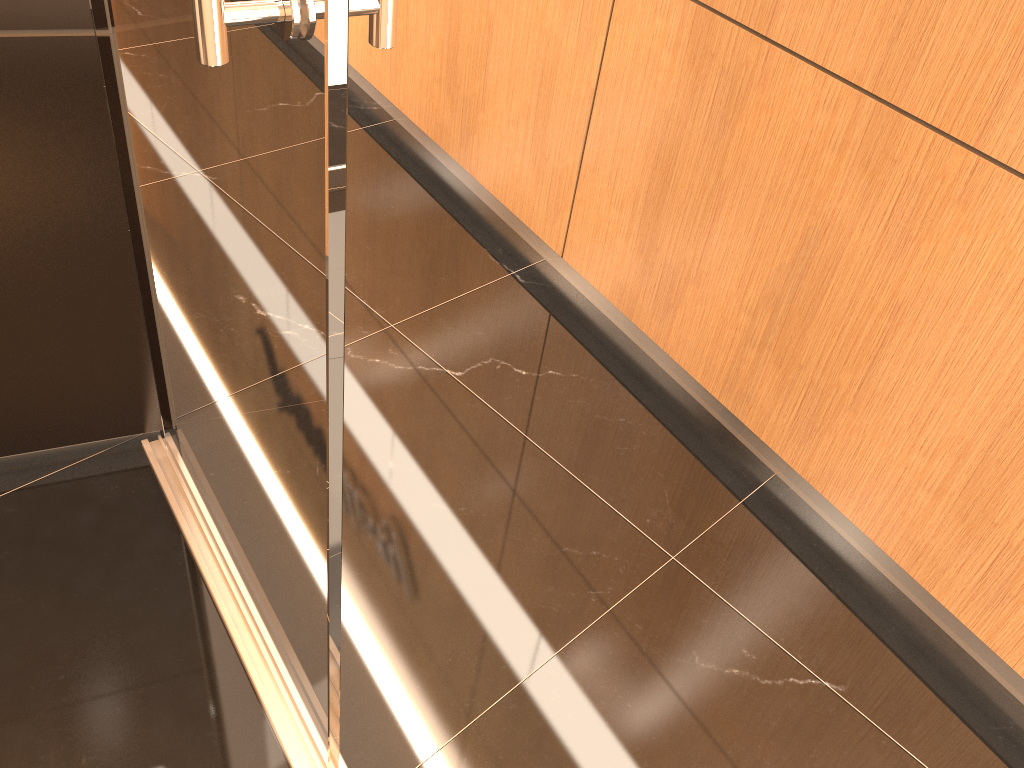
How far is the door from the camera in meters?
0.8

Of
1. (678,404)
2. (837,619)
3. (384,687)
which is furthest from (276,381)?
(678,404)

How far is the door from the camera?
0.78m

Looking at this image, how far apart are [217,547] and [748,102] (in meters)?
1.44
